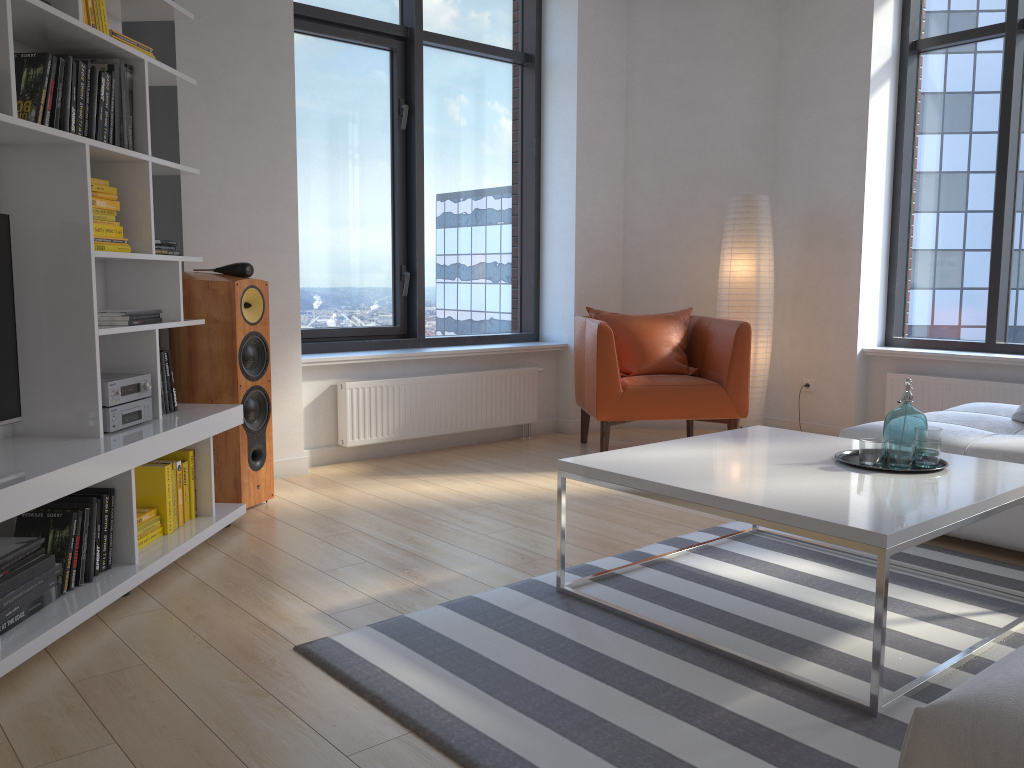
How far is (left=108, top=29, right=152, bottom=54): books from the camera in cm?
302

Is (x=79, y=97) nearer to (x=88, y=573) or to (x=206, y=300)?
(x=206, y=300)

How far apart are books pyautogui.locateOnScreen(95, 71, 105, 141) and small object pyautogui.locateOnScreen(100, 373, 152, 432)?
0.8m

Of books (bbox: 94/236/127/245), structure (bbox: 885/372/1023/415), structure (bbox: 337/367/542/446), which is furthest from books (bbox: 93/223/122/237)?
structure (bbox: 885/372/1023/415)

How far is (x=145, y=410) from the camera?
3.2 meters

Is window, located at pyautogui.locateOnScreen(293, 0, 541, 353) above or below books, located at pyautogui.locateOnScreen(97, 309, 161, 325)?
above

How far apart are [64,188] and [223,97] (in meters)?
1.59

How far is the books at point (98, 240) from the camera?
3.0m

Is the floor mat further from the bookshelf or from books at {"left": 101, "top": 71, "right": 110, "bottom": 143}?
books at {"left": 101, "top": 71, "right": 110, "bottom": 143}

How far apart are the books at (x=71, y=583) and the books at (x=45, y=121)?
1.3 meters
